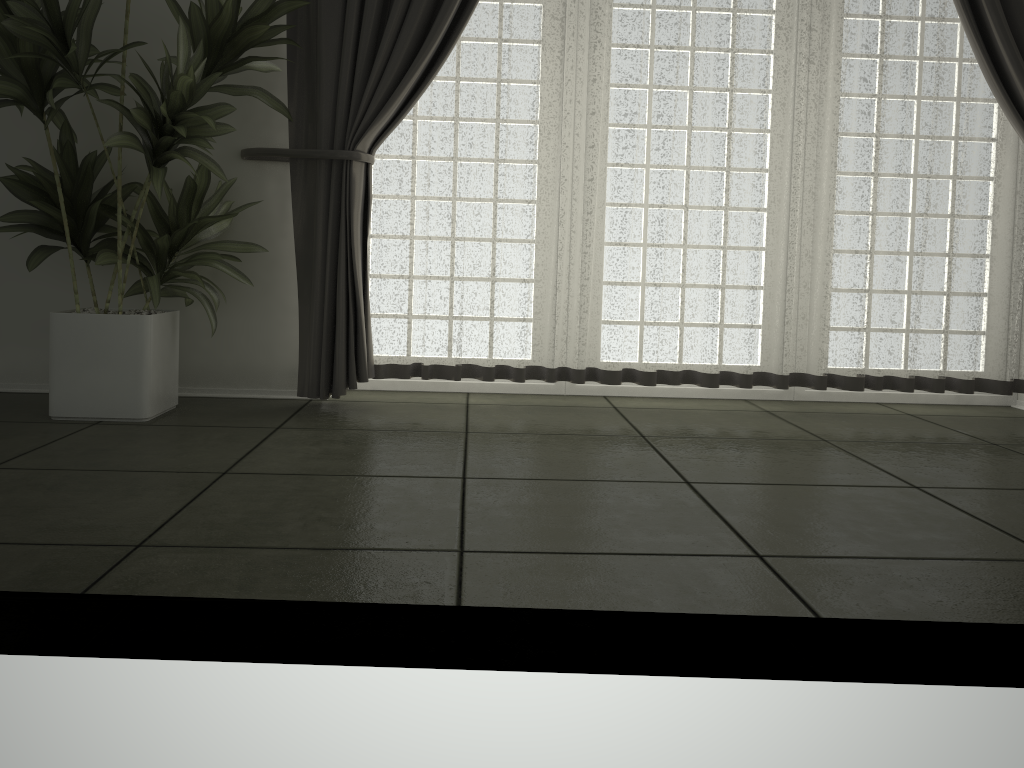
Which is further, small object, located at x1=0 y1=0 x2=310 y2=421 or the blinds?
the blinds

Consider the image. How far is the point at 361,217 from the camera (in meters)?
3.17

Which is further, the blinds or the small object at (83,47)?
the blinds

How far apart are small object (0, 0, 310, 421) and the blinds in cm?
5

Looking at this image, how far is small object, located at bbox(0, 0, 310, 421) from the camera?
2.7 meters

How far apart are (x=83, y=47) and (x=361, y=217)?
1.0m

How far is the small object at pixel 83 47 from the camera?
2.7 meters

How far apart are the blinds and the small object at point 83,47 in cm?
5

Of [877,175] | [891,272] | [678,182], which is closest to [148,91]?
[678,182]
